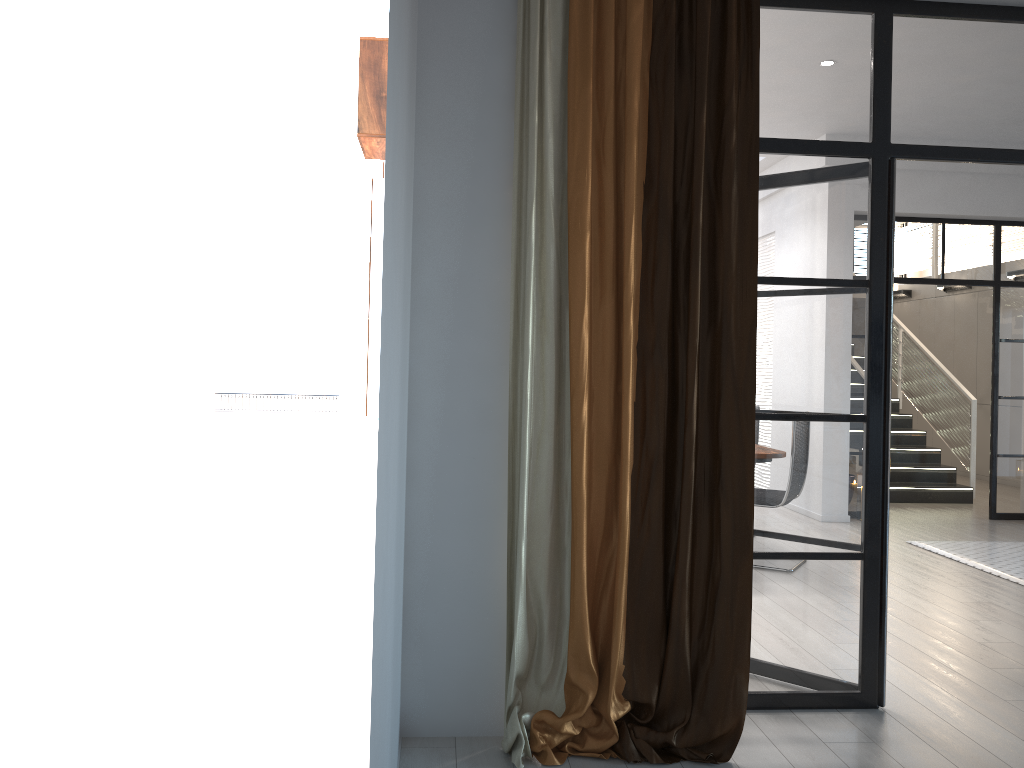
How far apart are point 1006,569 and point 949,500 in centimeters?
339cm

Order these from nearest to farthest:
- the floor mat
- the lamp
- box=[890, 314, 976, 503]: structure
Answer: the floor mat < box=[890, 314, 976, 503]: structure < the lamp

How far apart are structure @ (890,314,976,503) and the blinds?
6.8 meters

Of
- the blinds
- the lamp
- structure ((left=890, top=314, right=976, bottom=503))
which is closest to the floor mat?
structure ((left=890, top=314, right=976, bottom=503))

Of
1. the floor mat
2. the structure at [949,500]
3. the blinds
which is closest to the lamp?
the structure at [949,500]

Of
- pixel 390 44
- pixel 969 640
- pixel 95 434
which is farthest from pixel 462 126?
pixel 95 434

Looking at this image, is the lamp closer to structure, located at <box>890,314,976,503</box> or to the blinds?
structure, located at <box>890,314,976,503</box>

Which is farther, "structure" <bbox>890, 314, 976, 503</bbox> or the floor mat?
"structure" <bbox>890, 314, 976, 503</bbox>

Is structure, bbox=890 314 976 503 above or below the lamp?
below

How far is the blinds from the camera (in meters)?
2.91
